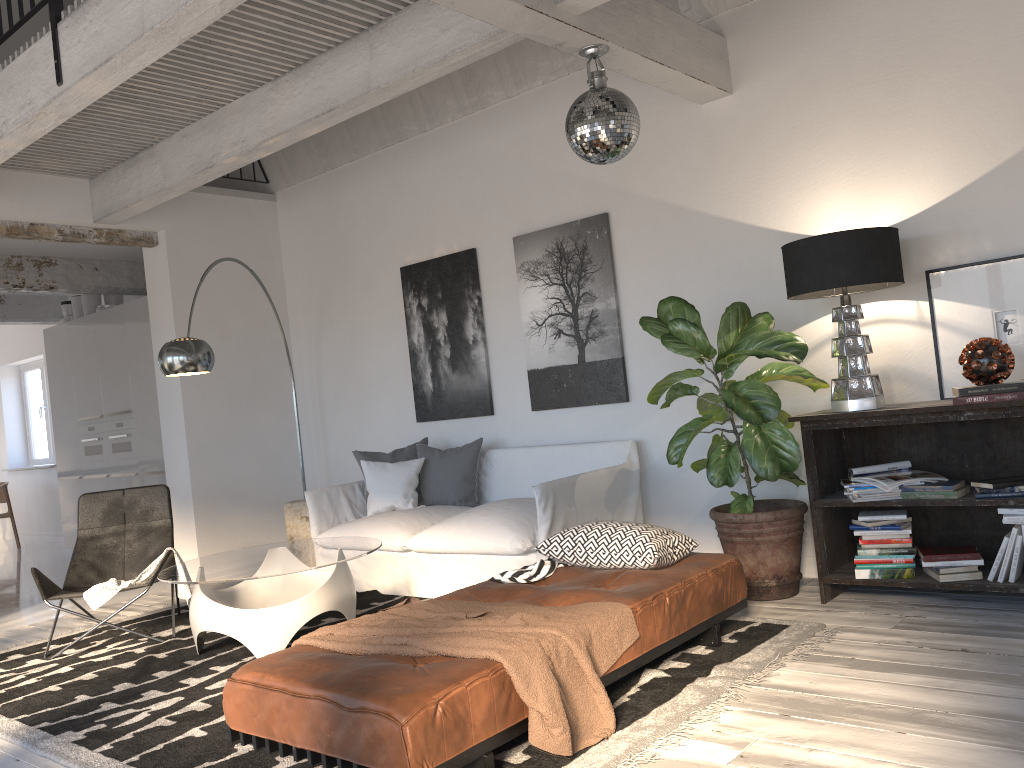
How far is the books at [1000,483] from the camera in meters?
3.7

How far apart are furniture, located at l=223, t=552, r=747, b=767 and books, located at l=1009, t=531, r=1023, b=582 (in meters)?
1.11

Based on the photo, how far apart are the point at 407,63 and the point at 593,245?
1.7 meters

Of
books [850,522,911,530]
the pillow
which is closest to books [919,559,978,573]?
books [850,522,911,530]

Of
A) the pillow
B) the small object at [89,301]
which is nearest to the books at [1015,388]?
the pillow

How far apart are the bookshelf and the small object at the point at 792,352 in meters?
0.1 m

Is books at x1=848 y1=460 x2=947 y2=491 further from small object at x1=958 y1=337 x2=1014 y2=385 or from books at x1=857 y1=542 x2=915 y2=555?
small object at x1=958 y1=337 x2=1014 y2=385

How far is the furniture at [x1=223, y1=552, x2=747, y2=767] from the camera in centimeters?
238cm

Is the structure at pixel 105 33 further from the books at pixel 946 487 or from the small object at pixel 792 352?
the books at pixel 946 487

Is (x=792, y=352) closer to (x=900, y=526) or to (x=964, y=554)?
(x=900, y=526)
